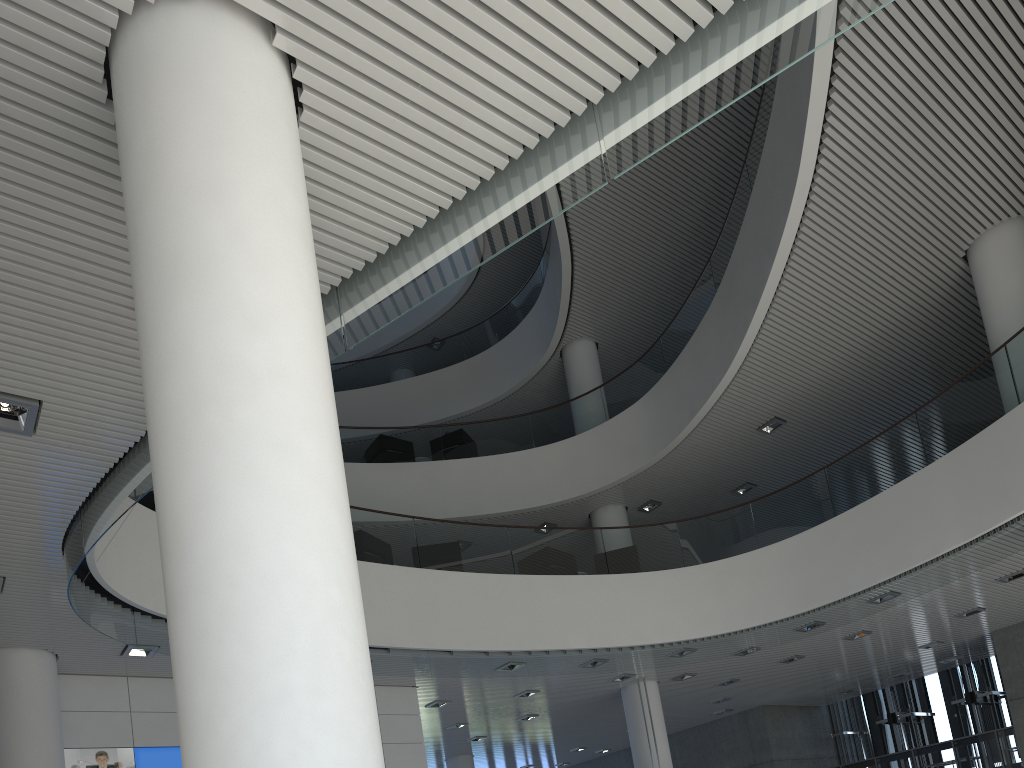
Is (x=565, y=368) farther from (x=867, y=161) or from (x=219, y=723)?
(x=219, y=723)
